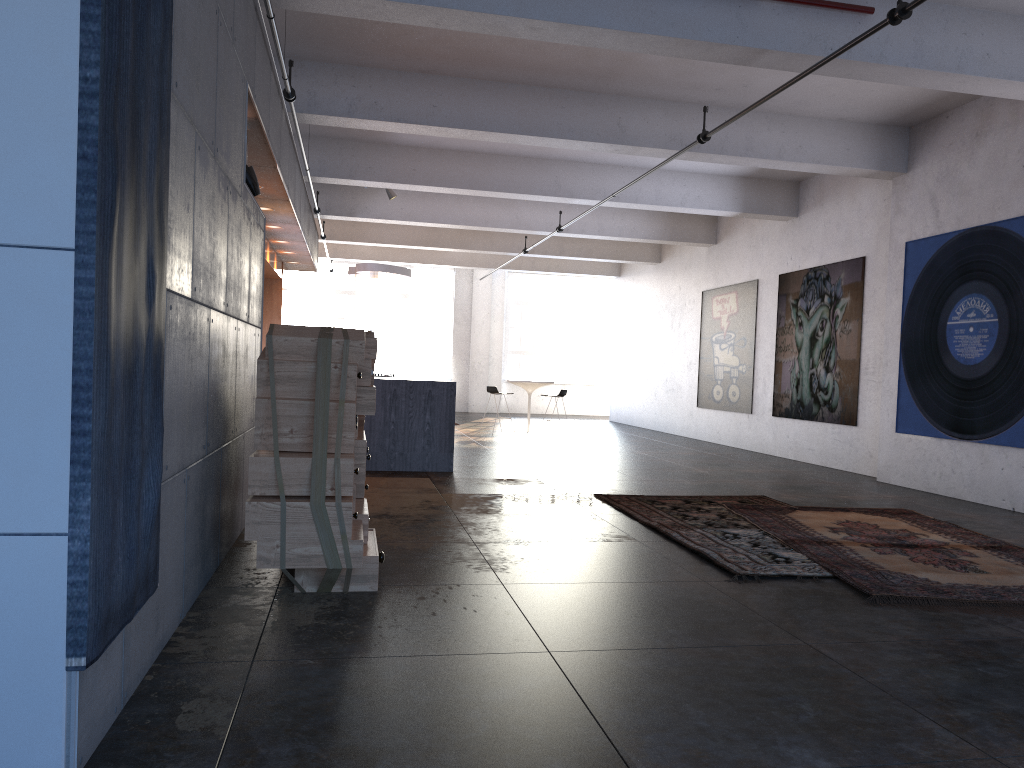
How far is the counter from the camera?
9.31m

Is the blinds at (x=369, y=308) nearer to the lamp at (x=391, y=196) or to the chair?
the chair

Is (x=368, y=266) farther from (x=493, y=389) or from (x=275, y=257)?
(x=493, y=389)

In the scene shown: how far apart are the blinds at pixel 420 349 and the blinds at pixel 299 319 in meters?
2.3

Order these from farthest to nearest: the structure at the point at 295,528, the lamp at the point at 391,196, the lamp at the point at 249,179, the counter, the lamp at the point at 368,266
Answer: the lamp at the point at 368,266 < the lamp at the point at 391,196 < the counter < the lamp at the point at 249,179 < the structure at the point at 295,528

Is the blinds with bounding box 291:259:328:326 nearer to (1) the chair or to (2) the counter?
(1) the chair

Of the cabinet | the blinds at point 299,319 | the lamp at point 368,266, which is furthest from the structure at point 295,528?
the blinds at point 299,319

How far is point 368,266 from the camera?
14.7m

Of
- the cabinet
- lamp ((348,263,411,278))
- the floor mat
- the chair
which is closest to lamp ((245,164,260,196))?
the floor mat

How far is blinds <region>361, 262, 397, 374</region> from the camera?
22.77m
